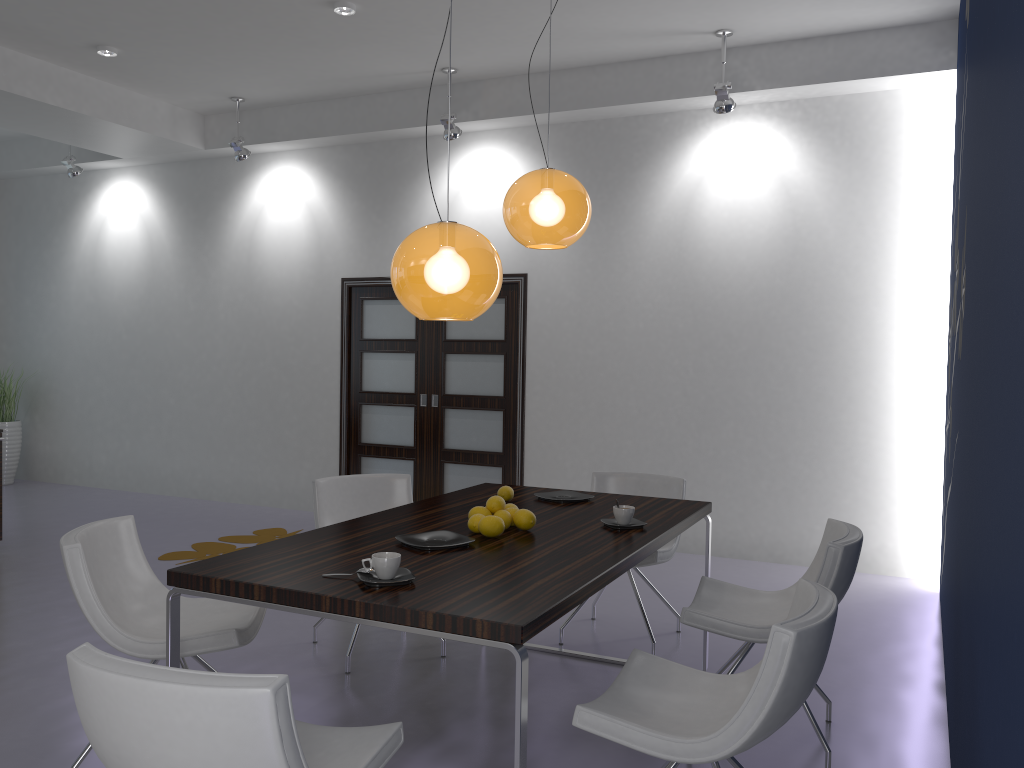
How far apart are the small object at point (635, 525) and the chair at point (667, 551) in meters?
0.8 m

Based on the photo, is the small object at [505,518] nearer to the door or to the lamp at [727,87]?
the lamp at [727,87]

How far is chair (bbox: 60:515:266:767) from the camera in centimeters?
281cm

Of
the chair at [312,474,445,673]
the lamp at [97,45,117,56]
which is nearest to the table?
the chair at [312,474,445,673]

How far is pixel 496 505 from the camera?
3.2 meters

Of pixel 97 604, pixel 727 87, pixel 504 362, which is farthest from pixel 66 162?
pixel 97 604

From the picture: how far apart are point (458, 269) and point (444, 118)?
4.13m

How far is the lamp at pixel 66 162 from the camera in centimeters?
814cm

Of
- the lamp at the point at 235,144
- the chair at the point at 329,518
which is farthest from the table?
the lamp at the point at 235,144

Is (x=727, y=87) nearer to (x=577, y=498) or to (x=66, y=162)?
(x=577, y=498)
